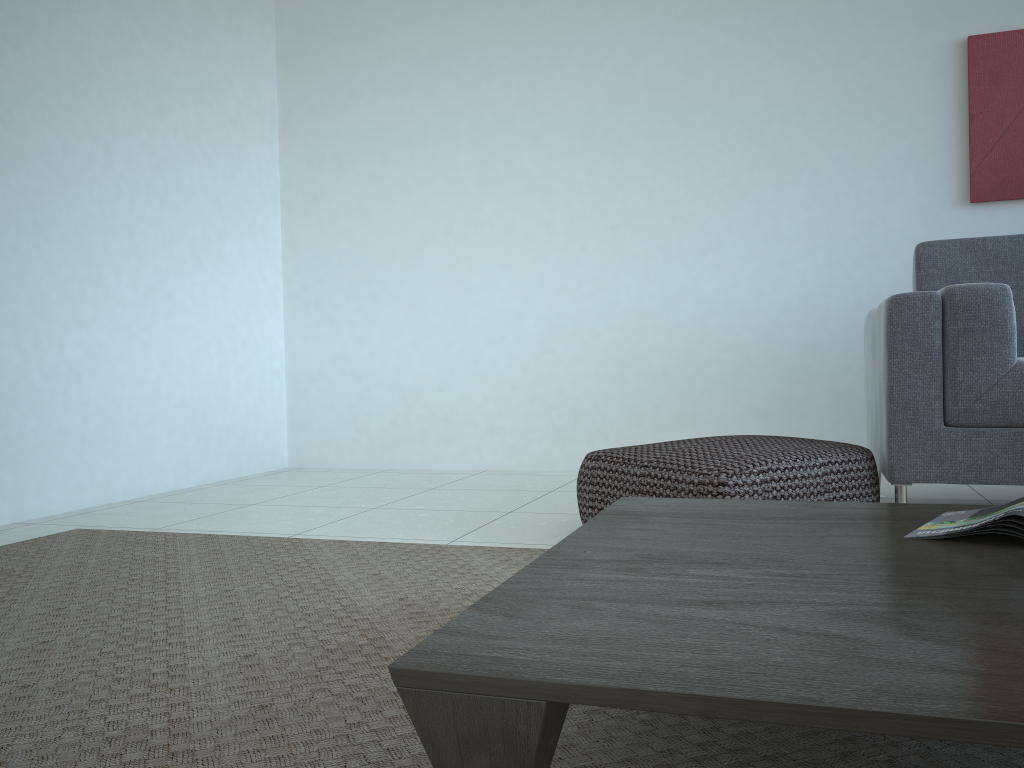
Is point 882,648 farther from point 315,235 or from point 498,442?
point 315,235

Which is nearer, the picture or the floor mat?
the floor mat

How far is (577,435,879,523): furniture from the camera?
2.1m

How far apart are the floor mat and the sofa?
0.9m

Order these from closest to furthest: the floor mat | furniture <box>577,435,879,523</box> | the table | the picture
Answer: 1. the table
2. the floor mat
3. furniture <box>577,435,879,523</box>
4. the picture

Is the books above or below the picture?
below

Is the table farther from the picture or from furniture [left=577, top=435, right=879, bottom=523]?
the picture

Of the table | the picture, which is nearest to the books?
the table

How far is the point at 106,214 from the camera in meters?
3.4 m

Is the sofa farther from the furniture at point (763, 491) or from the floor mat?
the floor mat
